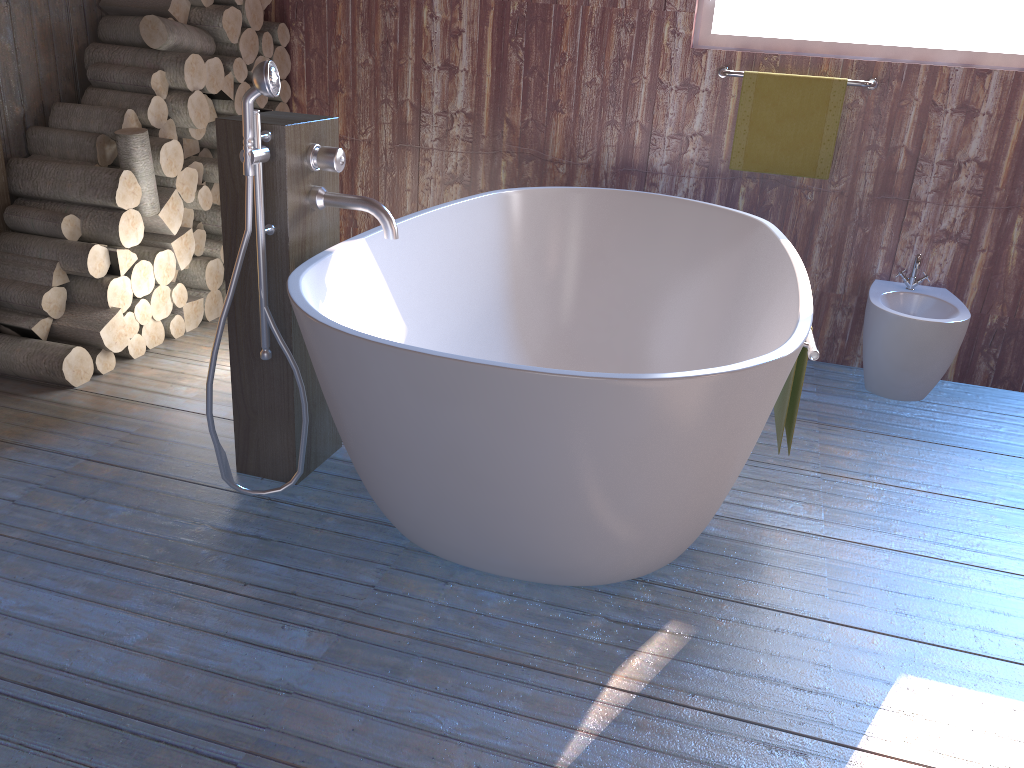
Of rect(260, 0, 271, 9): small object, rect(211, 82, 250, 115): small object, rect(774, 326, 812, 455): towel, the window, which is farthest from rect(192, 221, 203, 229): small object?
rect(774, 326, 812, 455): towel

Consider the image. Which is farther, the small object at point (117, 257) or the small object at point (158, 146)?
the small object at point (158, 146)

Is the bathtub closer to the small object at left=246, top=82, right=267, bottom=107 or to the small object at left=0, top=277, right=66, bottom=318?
the small object at left=0, top=277, right=66, bottom=318

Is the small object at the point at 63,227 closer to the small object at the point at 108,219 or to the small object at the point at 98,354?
the small object at the point at 108,219

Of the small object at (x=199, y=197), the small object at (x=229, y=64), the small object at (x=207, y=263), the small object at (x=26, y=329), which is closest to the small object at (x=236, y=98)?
the small object at (x=229, y=64)

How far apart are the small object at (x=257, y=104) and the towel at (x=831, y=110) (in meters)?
1.96

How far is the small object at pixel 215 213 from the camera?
3.65m

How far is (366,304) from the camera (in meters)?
2.36

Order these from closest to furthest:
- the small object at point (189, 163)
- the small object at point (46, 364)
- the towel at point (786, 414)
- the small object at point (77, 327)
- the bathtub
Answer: the bathtub → the towel at point (786, 414) → the small object at point (46, 364) → the small object at point (77, 327) → the small object at point (189, 163)

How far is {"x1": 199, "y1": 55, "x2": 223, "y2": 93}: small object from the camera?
3.37m
